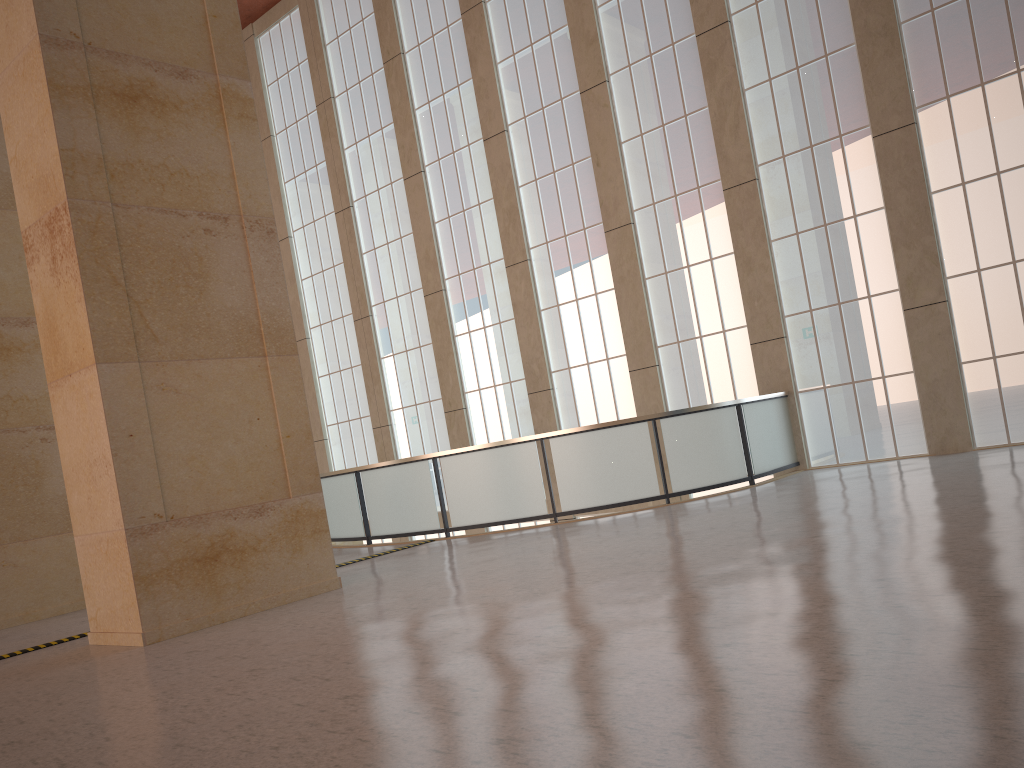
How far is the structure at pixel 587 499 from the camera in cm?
1689

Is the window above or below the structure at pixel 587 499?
above

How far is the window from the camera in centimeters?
1689cm

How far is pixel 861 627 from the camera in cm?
599

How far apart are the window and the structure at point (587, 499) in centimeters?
45cm

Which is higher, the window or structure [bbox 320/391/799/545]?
the window

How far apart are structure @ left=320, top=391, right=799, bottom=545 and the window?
0.4m

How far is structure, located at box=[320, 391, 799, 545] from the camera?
16.89m
